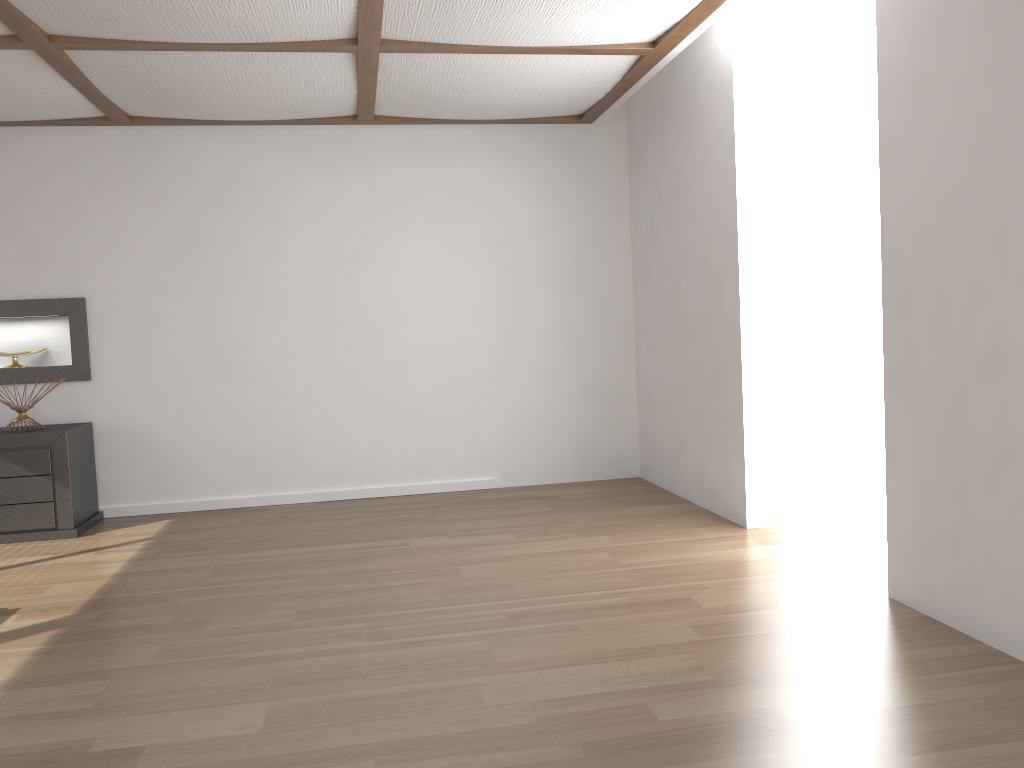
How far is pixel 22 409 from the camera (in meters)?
5.08

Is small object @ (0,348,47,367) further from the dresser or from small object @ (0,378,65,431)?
the dresser

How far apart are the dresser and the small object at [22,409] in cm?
12

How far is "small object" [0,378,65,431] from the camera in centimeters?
508cm

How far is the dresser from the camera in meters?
4.9

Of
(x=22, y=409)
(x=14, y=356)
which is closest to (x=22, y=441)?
(x=22, y=409)

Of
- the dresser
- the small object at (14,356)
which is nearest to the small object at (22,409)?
the dresser

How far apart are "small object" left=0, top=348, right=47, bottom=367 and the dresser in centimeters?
61cm

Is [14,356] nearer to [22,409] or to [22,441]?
[22,409]

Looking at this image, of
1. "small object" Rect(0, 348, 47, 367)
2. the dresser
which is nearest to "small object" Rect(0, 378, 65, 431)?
the dresser
